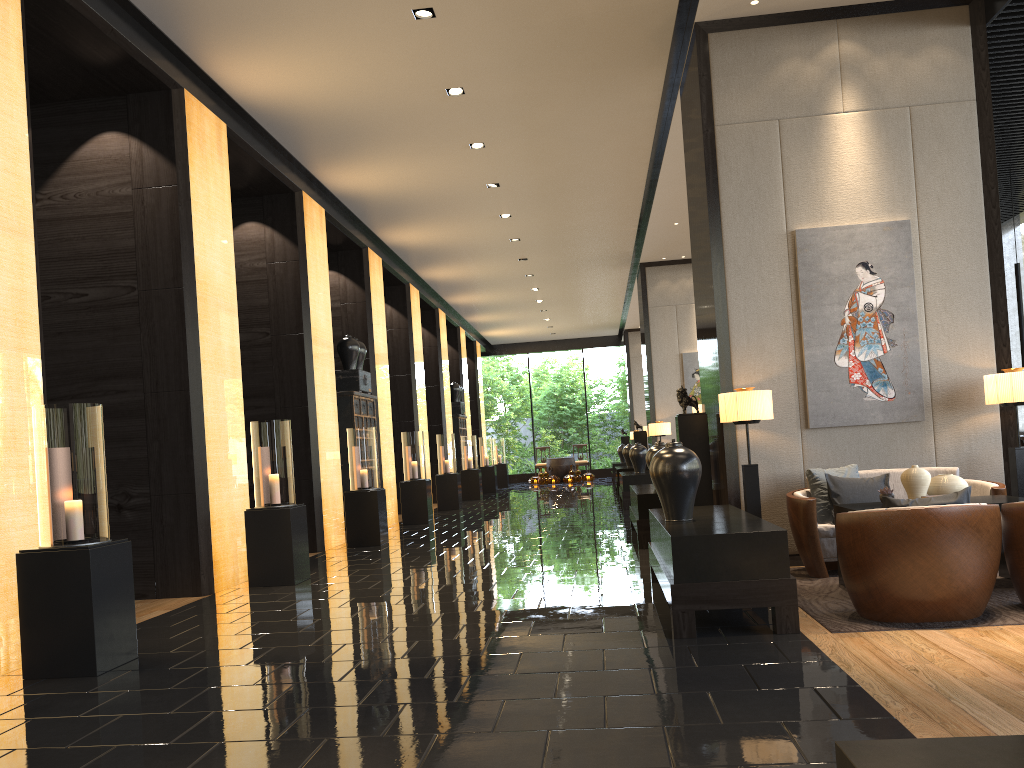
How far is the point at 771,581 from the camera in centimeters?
437cm

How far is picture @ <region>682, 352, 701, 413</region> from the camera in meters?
15.6

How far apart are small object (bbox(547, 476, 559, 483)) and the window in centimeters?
1348cm

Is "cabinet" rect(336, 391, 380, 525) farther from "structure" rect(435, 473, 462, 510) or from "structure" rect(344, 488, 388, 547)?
"structure" rect(435, 473, 462, 510)

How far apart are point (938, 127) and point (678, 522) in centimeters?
Result: 387cm

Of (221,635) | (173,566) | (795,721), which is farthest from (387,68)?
(795,721)

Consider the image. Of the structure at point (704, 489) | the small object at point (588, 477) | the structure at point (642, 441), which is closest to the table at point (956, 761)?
the structure at point (704, 489)

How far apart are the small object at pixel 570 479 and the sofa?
18.6 meters

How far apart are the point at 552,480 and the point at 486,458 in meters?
3.5

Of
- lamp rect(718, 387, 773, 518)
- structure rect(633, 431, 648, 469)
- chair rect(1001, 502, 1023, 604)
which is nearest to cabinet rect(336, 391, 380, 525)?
structure rect(633, 431, 648, 469)
